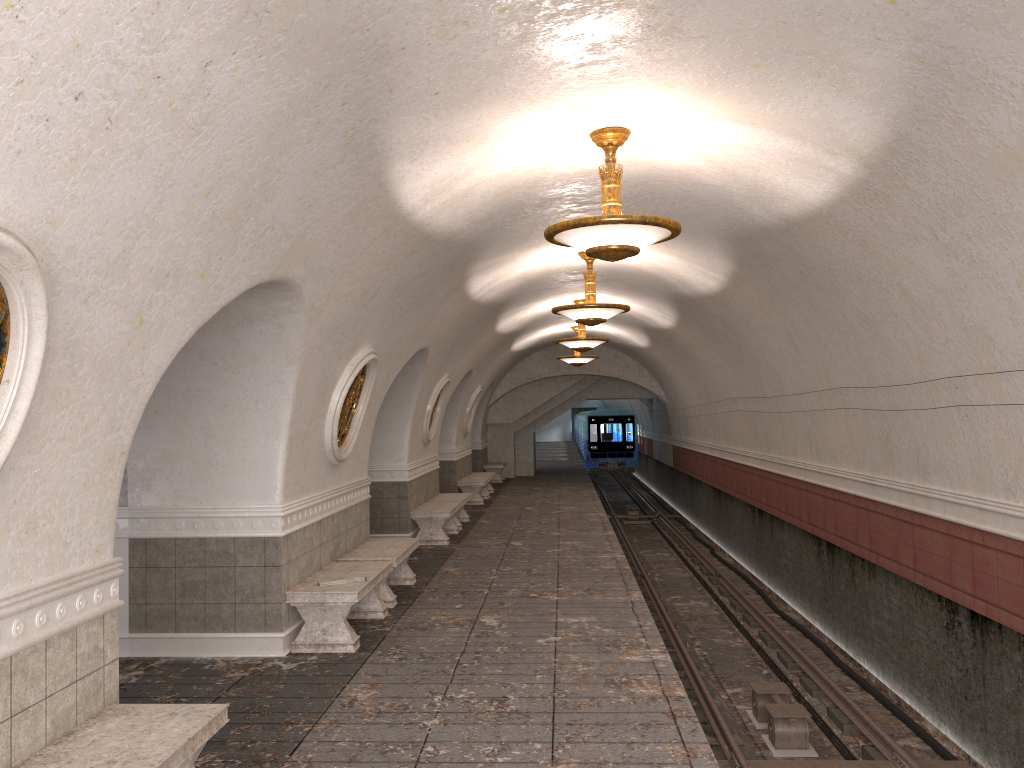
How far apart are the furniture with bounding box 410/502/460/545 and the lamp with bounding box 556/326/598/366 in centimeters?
703cm

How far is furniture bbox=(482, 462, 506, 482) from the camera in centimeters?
2554cm

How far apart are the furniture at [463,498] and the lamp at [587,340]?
3.3m

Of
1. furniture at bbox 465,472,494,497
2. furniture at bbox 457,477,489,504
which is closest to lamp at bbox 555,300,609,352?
furniture at bbox 457,477,489,504

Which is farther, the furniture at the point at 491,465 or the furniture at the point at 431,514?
the furniture at the point at 491,465

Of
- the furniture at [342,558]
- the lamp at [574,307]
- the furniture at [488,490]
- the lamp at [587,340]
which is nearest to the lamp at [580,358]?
the furniture at [488,490]

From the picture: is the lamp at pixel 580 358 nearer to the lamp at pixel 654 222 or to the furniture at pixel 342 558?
the furniture at pixel 342 558

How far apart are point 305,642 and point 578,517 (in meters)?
9.71

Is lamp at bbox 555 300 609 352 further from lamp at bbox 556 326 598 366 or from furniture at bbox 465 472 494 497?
furniture at bbox 465 472 494 497

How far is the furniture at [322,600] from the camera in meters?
7.3 m
